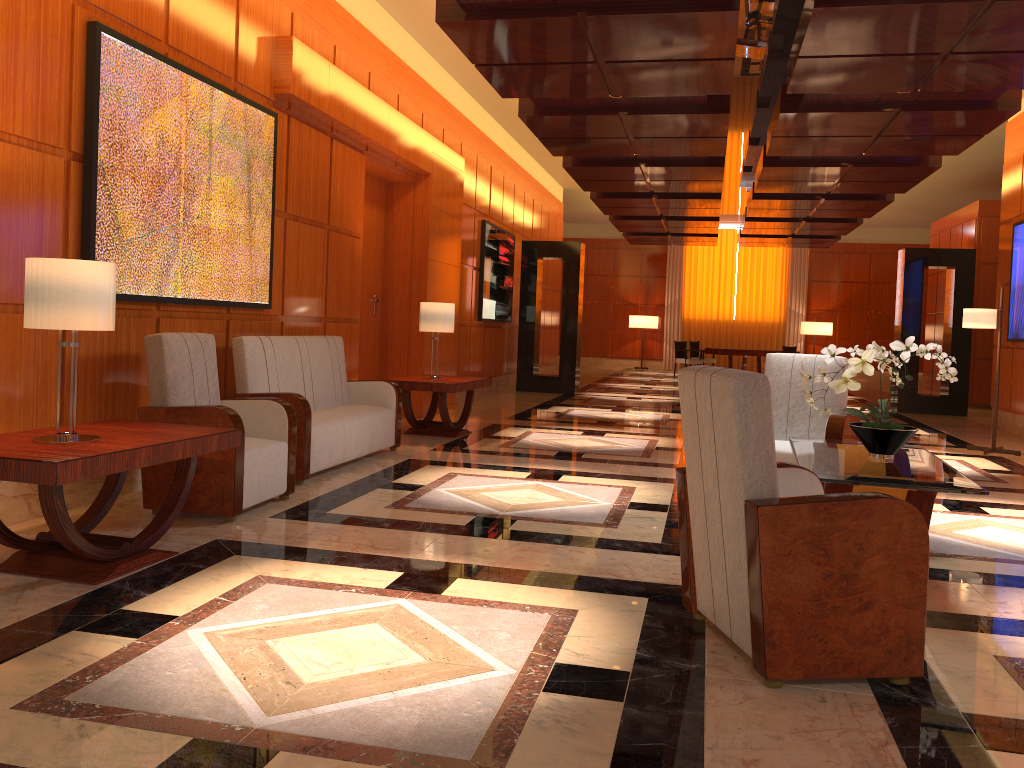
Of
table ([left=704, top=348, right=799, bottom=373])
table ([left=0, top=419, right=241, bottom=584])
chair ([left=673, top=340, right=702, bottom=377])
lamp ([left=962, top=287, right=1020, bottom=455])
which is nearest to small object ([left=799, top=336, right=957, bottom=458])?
table ([left=0, top=419, right=241, bottom=584])

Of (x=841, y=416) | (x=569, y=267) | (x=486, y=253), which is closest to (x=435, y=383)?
(x=841, y=416)

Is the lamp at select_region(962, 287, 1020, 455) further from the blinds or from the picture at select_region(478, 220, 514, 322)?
the blinds

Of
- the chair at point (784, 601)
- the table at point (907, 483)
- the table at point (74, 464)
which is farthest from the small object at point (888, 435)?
the table at point (74, 464)

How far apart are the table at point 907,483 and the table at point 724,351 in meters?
15.3

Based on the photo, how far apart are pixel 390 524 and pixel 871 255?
22.55m

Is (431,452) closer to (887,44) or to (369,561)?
(369,561)

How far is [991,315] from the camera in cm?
870

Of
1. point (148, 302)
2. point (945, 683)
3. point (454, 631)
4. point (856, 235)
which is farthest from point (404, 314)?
point (856, 235)

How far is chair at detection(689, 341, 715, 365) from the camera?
22.1 meters
